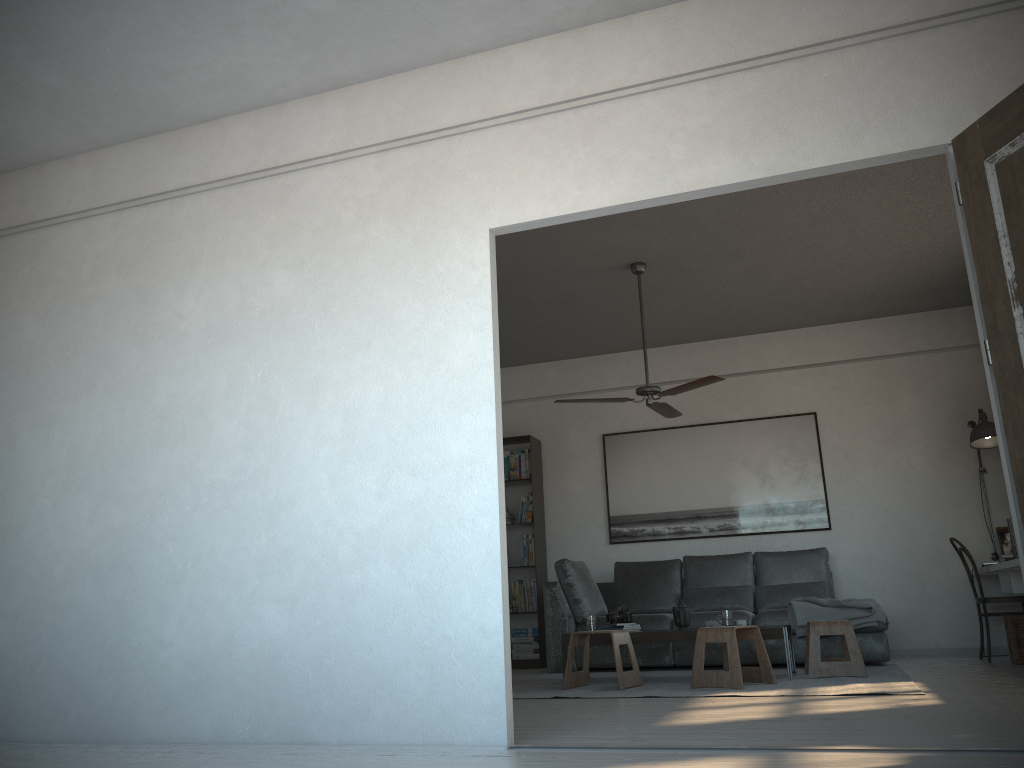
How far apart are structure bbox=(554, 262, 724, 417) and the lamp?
2.3m

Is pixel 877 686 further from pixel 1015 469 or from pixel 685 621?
pixel 1015 469

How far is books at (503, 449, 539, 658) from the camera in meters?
8.0

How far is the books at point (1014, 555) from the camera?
6.12m

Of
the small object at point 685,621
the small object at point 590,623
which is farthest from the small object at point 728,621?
the small object at point 590,623

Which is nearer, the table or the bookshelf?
the table

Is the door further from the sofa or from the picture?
the picture

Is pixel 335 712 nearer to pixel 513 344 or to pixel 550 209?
pixel 550 209

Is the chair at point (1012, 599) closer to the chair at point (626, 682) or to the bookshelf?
the chair at point (626, 682)

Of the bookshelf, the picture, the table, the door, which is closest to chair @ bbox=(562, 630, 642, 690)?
the table
